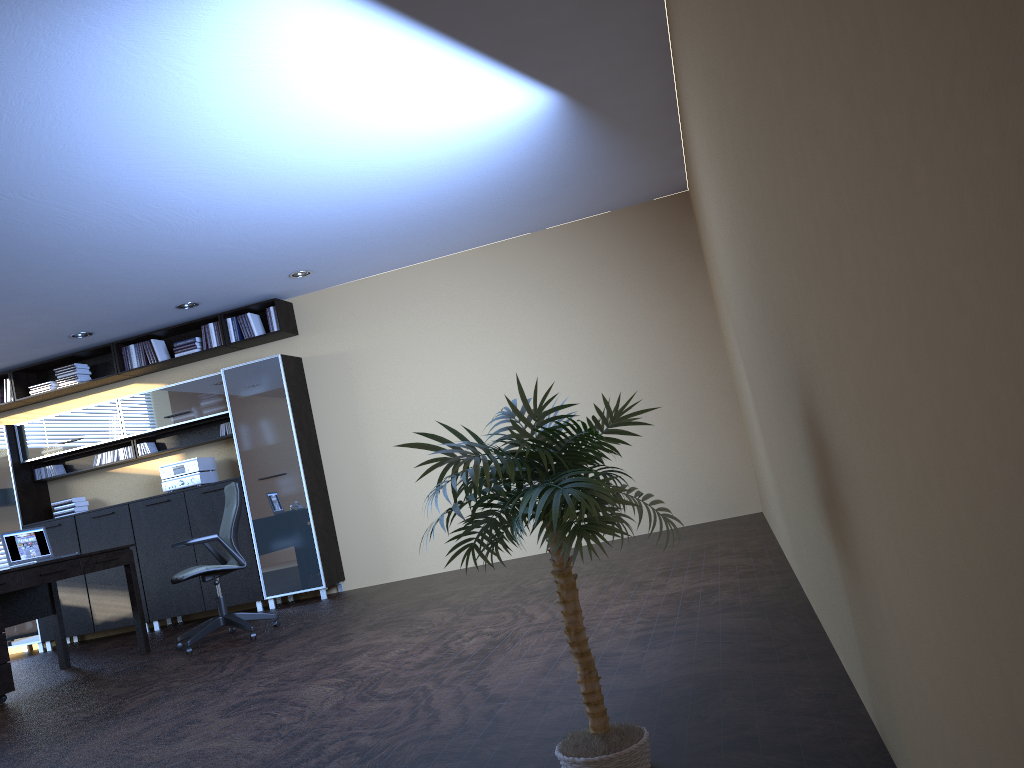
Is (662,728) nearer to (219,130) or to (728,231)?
(728,231)

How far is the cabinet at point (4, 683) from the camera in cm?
602

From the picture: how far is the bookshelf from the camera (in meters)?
8.89

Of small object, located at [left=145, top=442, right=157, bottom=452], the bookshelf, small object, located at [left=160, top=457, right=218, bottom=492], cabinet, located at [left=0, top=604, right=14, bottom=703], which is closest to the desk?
cabinet, located at [left=0, top=604, right=14, bottom=703]

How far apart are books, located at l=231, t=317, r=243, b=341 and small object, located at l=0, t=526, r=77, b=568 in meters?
2.7 m

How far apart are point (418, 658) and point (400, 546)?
4.3 meters

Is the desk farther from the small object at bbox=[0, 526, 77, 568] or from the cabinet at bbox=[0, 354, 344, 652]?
the cabinet at bbox=[0, 354, 344, 652]

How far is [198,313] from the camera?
8.93m

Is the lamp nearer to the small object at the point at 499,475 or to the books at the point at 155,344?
the books at the point at 155,344

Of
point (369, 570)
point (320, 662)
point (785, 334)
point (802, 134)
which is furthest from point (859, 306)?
point (369, 570)
